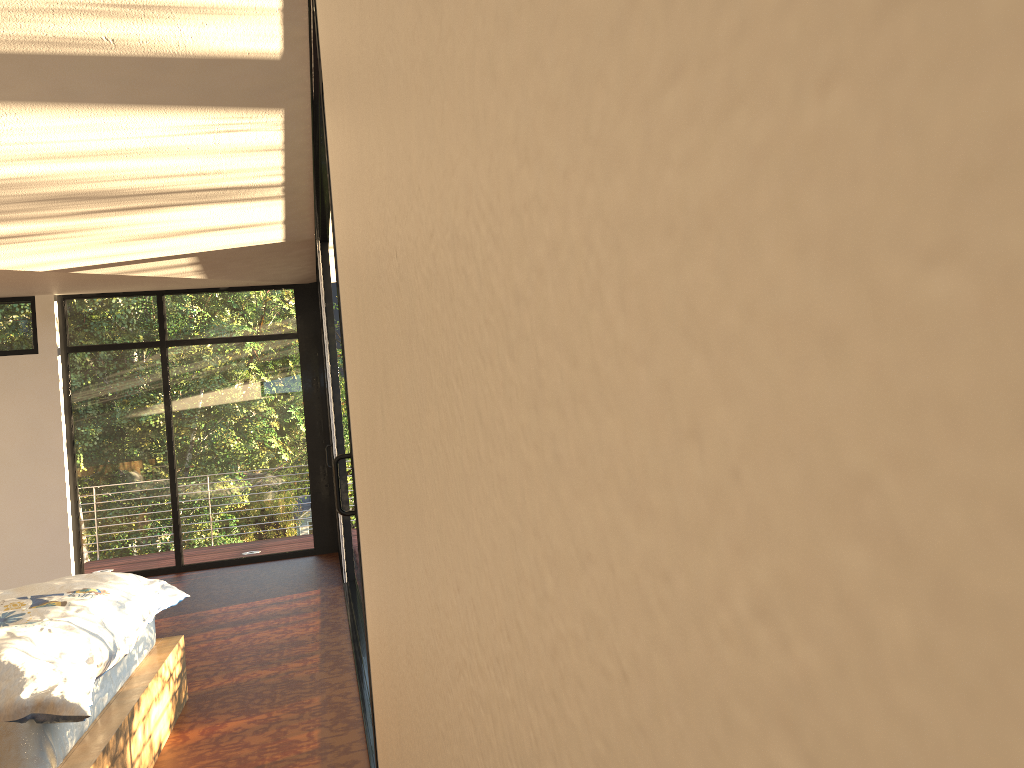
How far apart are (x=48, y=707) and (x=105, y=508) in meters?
6.1 m

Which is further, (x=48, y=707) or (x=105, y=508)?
(x=105, y=508)

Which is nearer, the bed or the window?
the bed

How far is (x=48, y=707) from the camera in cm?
219

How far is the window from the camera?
7.8m

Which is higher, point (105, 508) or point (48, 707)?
point (105, 508)

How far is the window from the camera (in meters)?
7.82

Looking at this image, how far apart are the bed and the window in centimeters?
77cm

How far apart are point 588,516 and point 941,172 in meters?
0.1

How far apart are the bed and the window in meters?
0.8 m
